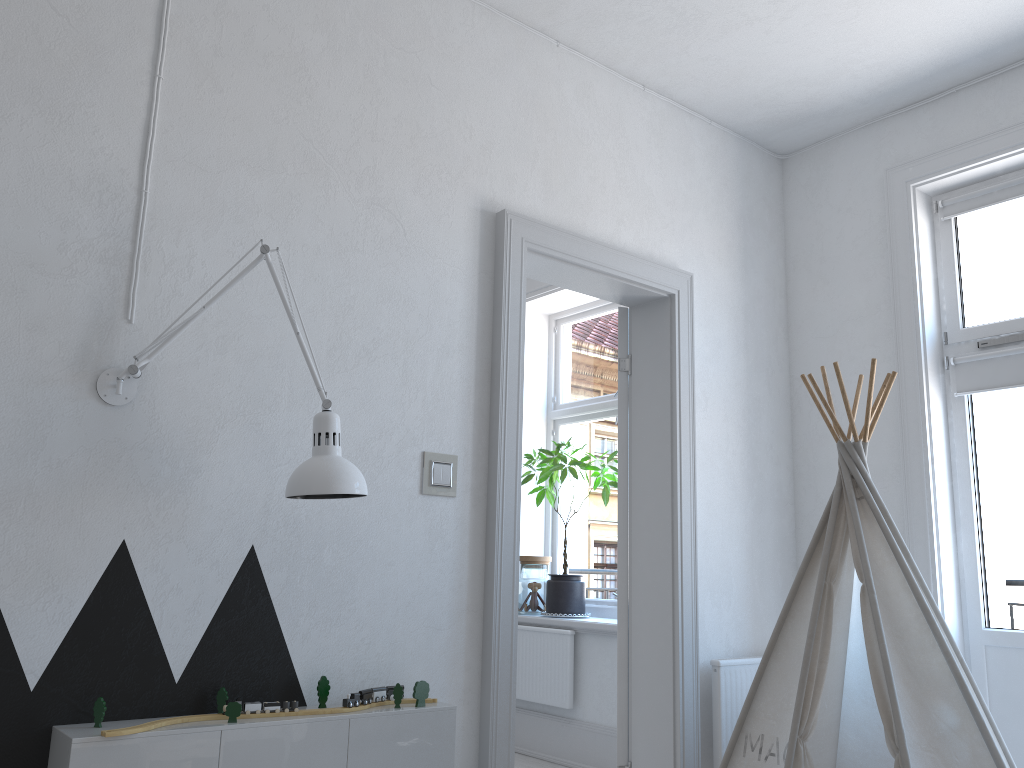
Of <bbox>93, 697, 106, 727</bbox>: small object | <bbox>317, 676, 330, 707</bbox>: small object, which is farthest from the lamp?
<bbox>93, 697, 106, 727</bbox>: small object

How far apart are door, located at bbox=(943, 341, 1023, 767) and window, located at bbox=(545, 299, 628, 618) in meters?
2.0

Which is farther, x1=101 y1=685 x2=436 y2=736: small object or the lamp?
the lamp

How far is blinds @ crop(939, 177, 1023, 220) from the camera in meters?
3.4 m

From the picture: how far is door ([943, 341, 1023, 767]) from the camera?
3.2 meters

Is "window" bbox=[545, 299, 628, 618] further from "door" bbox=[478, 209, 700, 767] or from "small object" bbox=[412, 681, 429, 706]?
"small object" bbox=[412, 681, 429, 706]

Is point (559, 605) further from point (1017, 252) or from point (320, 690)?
point (1017, 252)

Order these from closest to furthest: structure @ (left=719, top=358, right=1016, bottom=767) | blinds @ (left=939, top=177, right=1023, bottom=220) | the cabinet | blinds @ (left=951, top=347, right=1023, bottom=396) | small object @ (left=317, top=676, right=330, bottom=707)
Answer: the cabinet → small object @ (left=317, top=676, right=330, bottom=707) → structure @ (left=719, top=358, right=1016, bottom=767) → blinds @ (left=951, top=347, right=1023, bottom=396) → blinds @ (left=939, top=177, right=1023, bottom=220)

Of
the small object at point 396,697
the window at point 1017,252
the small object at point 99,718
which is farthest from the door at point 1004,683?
the small object at point 99,718

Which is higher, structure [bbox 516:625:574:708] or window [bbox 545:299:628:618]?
window [bbox 545:299:628:618]
